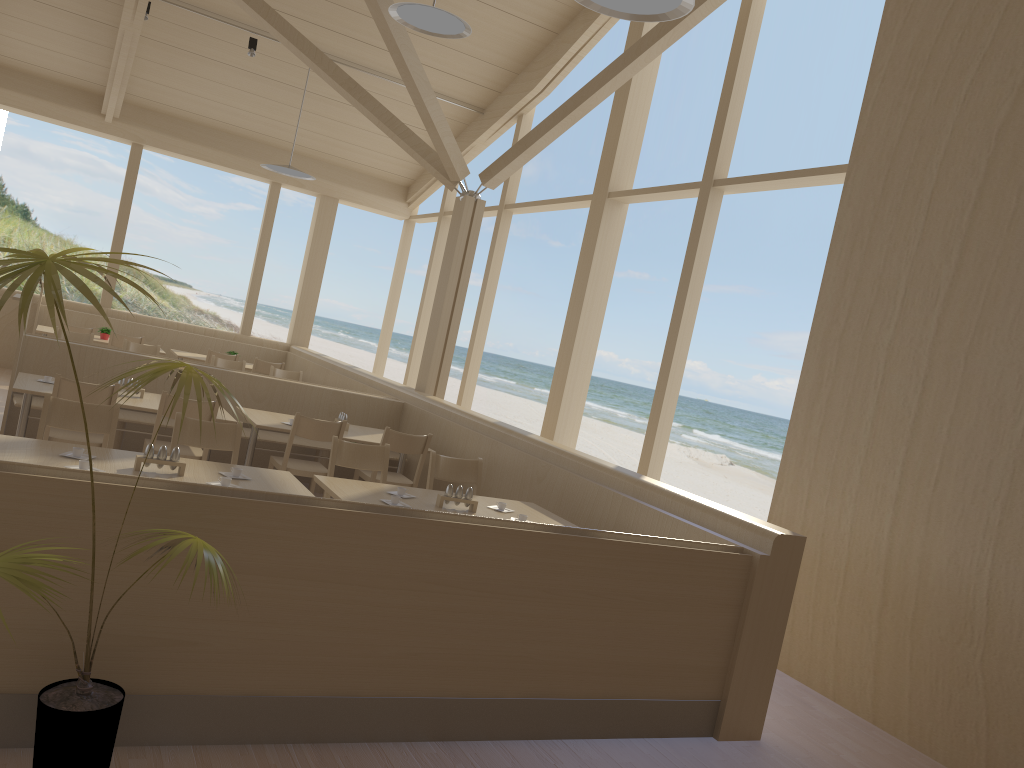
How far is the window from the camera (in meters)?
6.67

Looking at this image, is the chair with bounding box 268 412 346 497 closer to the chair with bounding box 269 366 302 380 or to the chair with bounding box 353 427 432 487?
the chair with bounding box 353 427 432 487

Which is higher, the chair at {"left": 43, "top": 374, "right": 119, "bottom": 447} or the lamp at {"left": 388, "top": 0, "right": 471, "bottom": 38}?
the lamp at {"left": 388, "top": 0, "right": 471, "bottom": 38}

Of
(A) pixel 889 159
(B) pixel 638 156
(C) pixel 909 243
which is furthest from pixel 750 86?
(C) pixel 909 243

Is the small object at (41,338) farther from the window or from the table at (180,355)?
the table at (180,355)

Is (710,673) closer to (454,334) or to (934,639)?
(934,639)

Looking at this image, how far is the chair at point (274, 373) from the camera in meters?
9.1 m

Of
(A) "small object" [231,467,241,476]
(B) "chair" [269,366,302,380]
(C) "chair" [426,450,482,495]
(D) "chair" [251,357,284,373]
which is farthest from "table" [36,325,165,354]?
(A) "small object" [231,467,241,476]

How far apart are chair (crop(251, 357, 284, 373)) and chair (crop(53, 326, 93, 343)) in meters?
2.0

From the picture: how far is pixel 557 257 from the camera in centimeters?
4156cm
